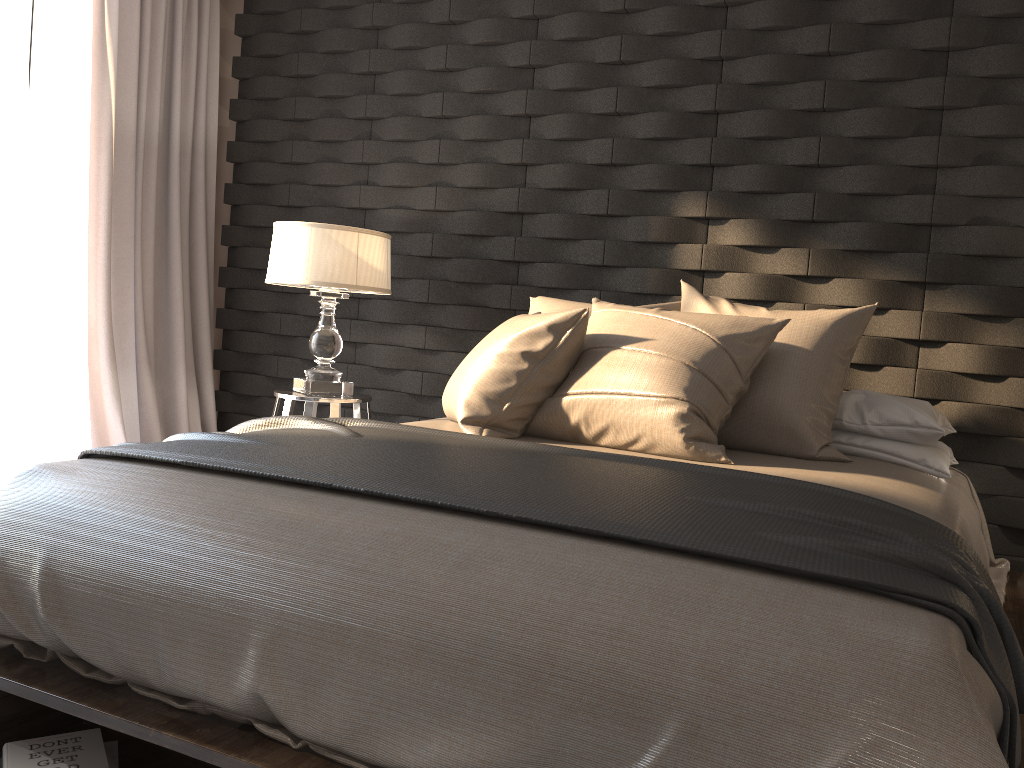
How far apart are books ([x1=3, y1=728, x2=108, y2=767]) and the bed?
0.1m

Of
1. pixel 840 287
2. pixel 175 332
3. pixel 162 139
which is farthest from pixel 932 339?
pixel 162 139

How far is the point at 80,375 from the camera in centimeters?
370cm

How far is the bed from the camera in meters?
1.1 m

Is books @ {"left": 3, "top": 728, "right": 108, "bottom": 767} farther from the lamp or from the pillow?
the lamp

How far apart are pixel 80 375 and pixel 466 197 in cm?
178

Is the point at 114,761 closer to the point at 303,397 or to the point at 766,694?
the point at 766,694

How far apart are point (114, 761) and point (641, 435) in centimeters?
137cm

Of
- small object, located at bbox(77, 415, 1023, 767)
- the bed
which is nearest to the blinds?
small object, located at bbox(77, 415, 1023, 767)

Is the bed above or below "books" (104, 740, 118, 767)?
above
